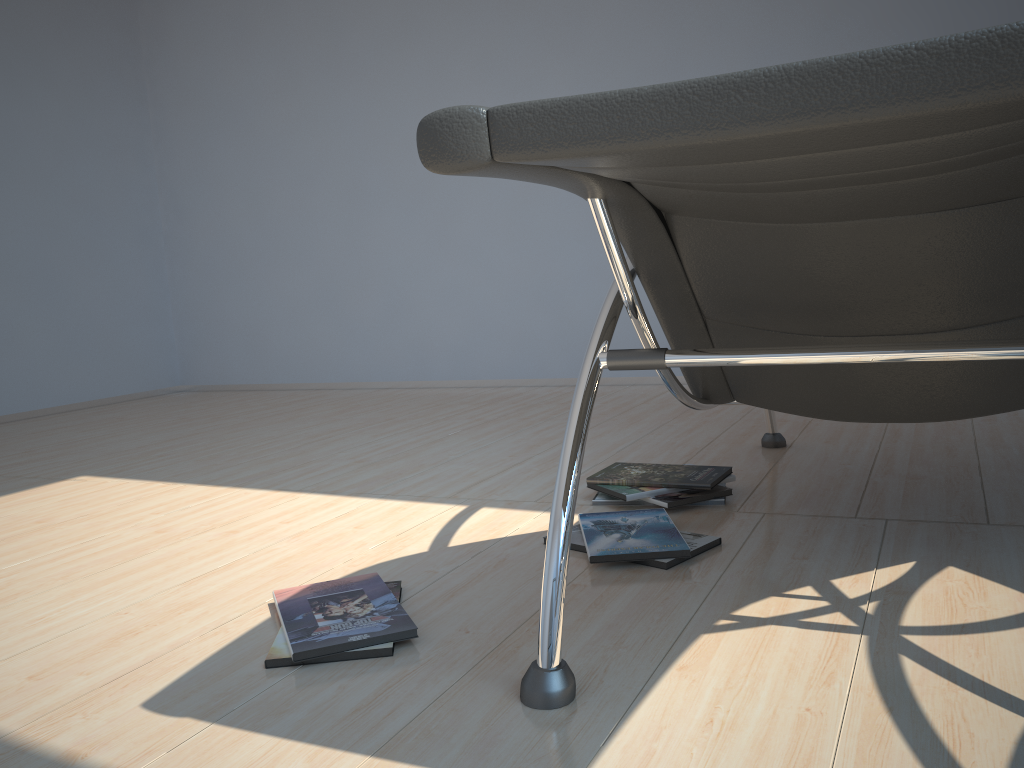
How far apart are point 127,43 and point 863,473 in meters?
5.2 m

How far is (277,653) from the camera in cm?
134

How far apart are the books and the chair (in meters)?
0.26

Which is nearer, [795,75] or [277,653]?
[795,75]

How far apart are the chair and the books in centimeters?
26cm

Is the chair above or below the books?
above

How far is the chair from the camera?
0.6m

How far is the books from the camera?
1.34m

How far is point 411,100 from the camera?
4.8m

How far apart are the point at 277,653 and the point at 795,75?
1.10m
